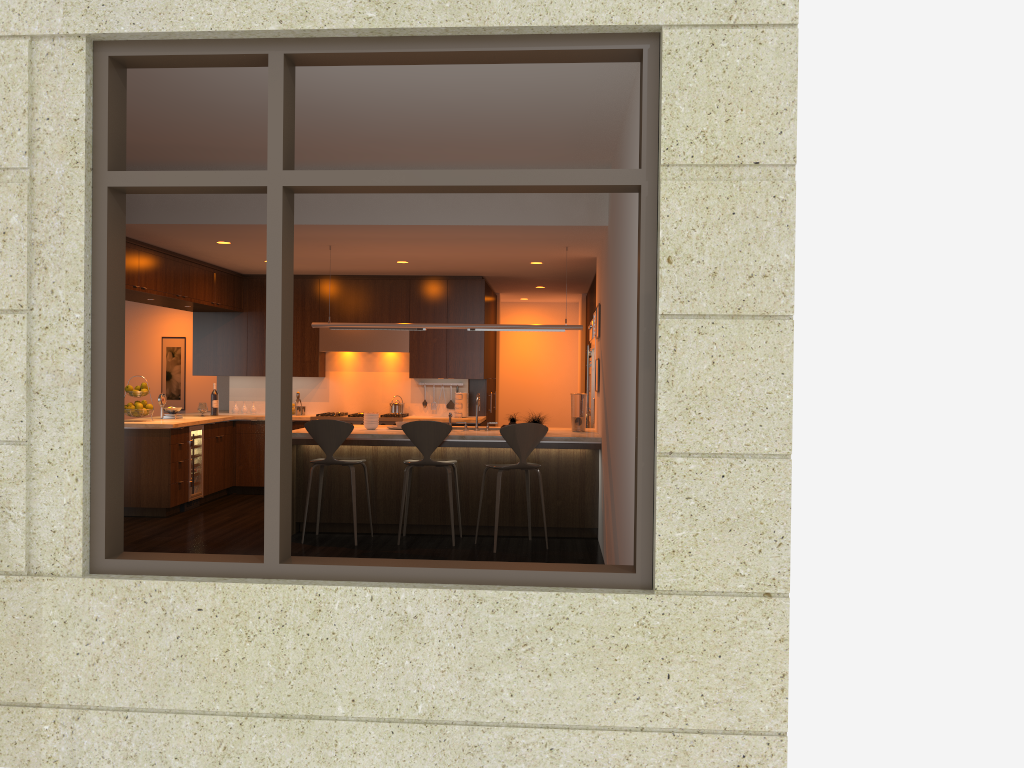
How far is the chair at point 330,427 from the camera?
7.3 meters

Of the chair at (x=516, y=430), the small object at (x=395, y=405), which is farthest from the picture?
the chair at (x=516, y=430)

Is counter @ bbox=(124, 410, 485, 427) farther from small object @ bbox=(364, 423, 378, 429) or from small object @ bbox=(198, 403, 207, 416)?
small object @ bbox=(364, 423, 378, 429)

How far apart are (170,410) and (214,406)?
0.8 meters

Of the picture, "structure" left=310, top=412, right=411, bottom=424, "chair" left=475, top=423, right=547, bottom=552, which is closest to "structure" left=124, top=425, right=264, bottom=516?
"structure" left=310, top=412, right=411, bottom=424

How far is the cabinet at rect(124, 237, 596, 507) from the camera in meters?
8.6

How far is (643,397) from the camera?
3.5 meters

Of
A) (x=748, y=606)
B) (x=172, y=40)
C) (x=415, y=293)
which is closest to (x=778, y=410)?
(x=748, y=606)

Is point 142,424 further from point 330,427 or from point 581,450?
point 581,450

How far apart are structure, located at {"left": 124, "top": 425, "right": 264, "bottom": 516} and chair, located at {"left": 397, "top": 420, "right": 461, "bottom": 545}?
2.66m
